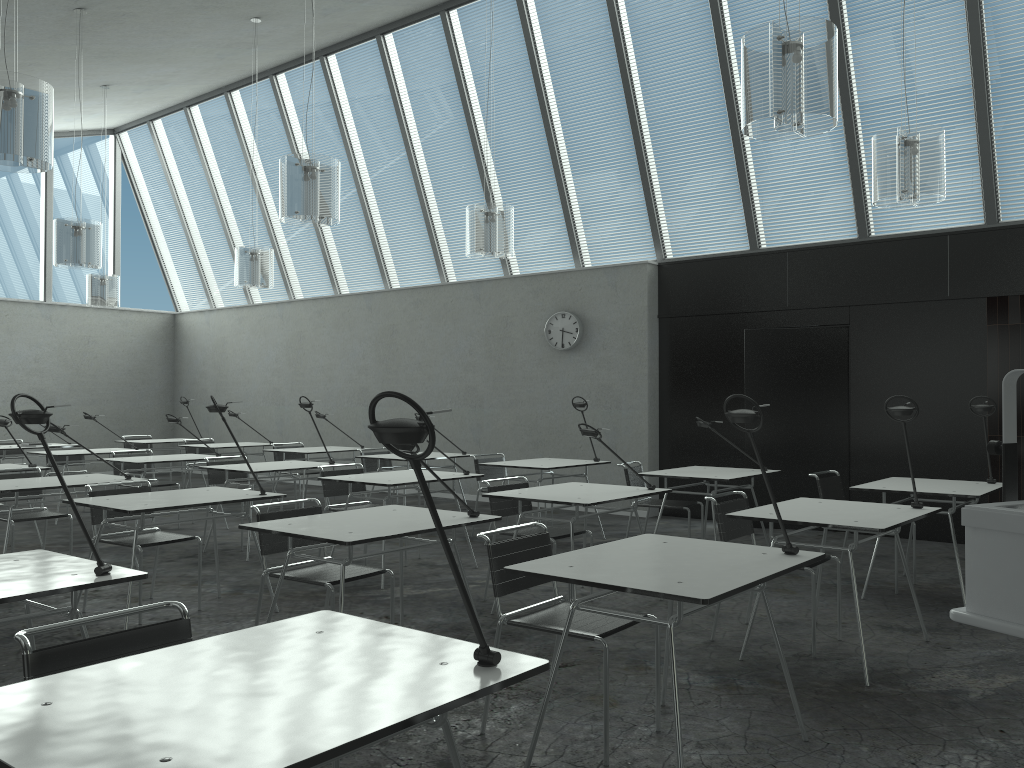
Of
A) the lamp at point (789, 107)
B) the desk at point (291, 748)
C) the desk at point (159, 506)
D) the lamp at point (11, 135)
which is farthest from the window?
the desk at point (291, 748)

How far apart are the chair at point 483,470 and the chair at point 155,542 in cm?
292

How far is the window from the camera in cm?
1251

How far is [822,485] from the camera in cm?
566

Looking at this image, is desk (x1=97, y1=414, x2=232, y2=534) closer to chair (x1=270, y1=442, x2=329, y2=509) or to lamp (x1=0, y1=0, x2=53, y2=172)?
chair (x1=270, y1=442, x2=329, y2=509)

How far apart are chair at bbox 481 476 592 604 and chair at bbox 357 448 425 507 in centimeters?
324cm

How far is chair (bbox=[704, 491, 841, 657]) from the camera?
4.3 meters

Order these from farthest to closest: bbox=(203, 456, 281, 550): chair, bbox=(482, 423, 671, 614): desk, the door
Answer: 1. the door
2. bbox=(203, 456, 281, 550): chair
3. bbox=(482, 423, 671, 614): desk

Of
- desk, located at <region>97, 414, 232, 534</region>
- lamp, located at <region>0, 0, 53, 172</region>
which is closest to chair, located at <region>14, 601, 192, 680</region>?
lamp, located at <region>0, 0, 53, 172</region>

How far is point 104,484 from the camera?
5.0m
